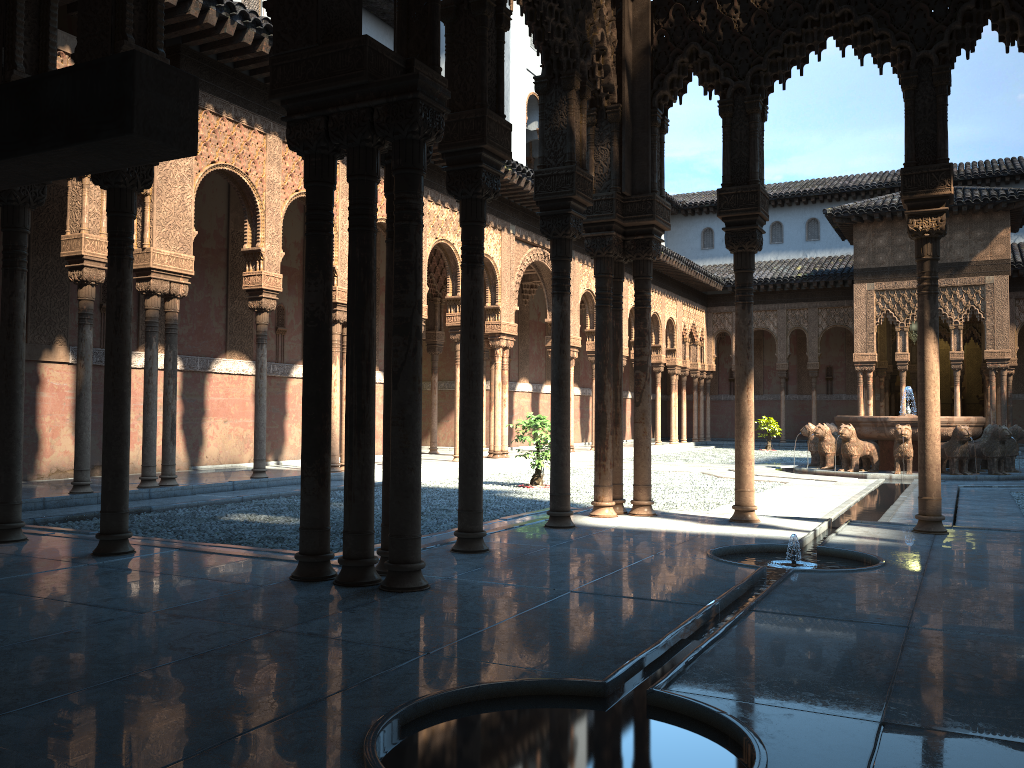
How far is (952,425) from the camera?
17.5 meters

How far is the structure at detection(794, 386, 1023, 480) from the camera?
17.5m

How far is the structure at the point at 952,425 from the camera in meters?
17.5 m
